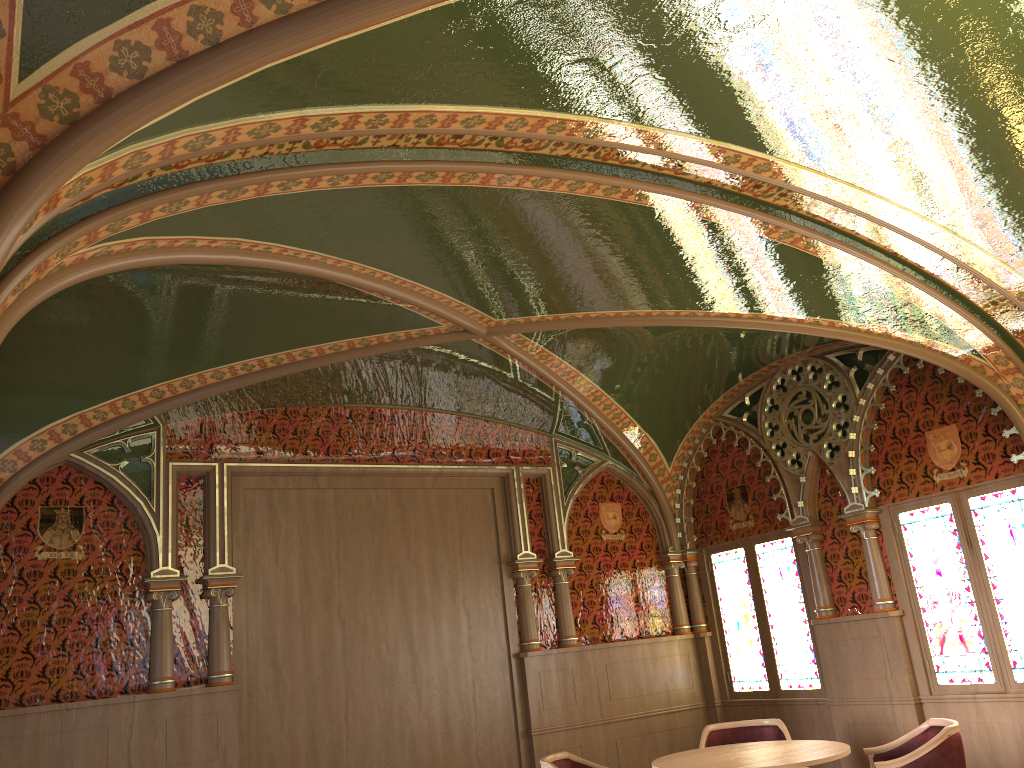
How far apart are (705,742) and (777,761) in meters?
1.4 m

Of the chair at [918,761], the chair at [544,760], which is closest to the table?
the chair at [918,761]

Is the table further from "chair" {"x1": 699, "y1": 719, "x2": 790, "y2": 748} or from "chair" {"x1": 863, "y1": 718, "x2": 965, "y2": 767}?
"chair" {"x1": 699, "y1": 719, "x2": 790, "y2": 748}

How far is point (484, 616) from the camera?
7.4m

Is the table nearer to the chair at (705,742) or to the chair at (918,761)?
the chair at (918,761)

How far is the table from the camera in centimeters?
483cm

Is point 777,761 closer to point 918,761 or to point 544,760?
point 918,761

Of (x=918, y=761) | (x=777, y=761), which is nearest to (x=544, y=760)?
(x=777, y=761)

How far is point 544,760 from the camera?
5.4 meters

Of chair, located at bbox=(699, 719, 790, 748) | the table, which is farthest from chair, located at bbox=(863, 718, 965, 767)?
chair, located at bbox=(699, 719, 790, 748)
